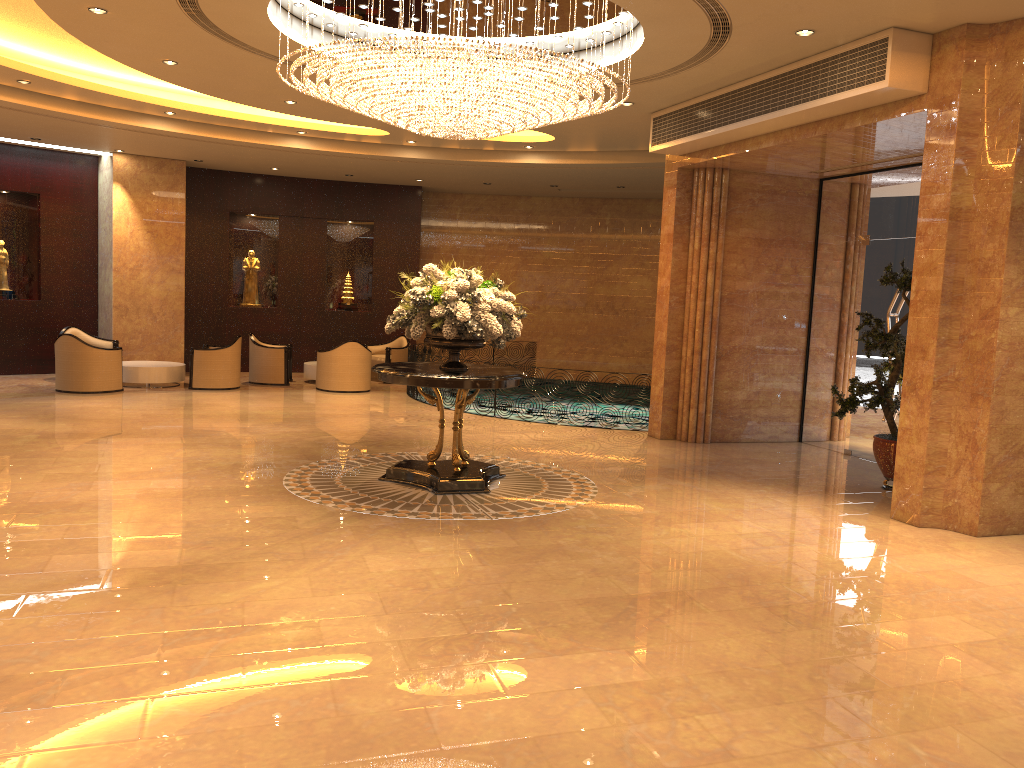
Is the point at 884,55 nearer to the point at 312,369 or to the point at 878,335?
the point at 878,335

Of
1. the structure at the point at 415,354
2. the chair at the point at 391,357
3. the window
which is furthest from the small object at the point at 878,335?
the chair at the point at 391,357

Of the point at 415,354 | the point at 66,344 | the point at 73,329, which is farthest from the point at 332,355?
the point at 73,329

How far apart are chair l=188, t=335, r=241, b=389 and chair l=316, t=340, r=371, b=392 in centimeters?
137cm

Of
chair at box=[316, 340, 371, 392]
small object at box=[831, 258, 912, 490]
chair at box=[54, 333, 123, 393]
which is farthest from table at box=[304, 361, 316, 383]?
small object at box=[831, 258, 912, 490]

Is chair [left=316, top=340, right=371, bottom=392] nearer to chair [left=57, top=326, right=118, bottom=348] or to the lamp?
chair [left=57, top=326, right=118, bottom=348]

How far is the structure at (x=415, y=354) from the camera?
14.8m

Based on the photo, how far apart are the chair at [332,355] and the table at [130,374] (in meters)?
2.29

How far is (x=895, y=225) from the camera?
10.5m

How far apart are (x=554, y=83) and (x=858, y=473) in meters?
5.7
